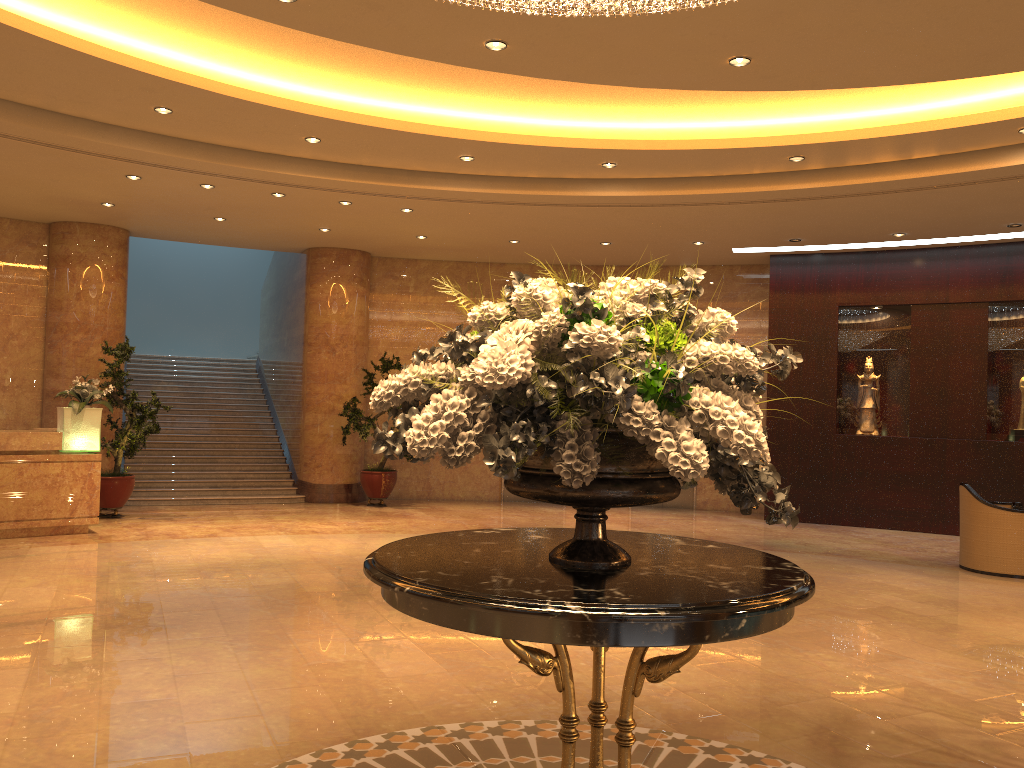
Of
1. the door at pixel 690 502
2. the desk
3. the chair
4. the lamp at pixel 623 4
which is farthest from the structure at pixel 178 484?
the lamp at pixel 623 4

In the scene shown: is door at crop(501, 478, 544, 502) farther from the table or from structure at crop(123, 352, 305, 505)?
the table

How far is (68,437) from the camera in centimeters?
995cm

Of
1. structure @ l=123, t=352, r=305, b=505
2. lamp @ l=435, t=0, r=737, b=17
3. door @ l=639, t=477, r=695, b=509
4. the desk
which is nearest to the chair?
door @ l=639, t=477, r=695, b=509

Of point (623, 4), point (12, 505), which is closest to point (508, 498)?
point (12, 505)

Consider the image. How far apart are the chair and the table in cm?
707

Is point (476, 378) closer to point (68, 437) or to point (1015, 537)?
point (1015, 537)

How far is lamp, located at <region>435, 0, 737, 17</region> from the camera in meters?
4.2

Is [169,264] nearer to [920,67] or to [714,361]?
[920,67]

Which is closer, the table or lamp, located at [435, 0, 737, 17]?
the table
